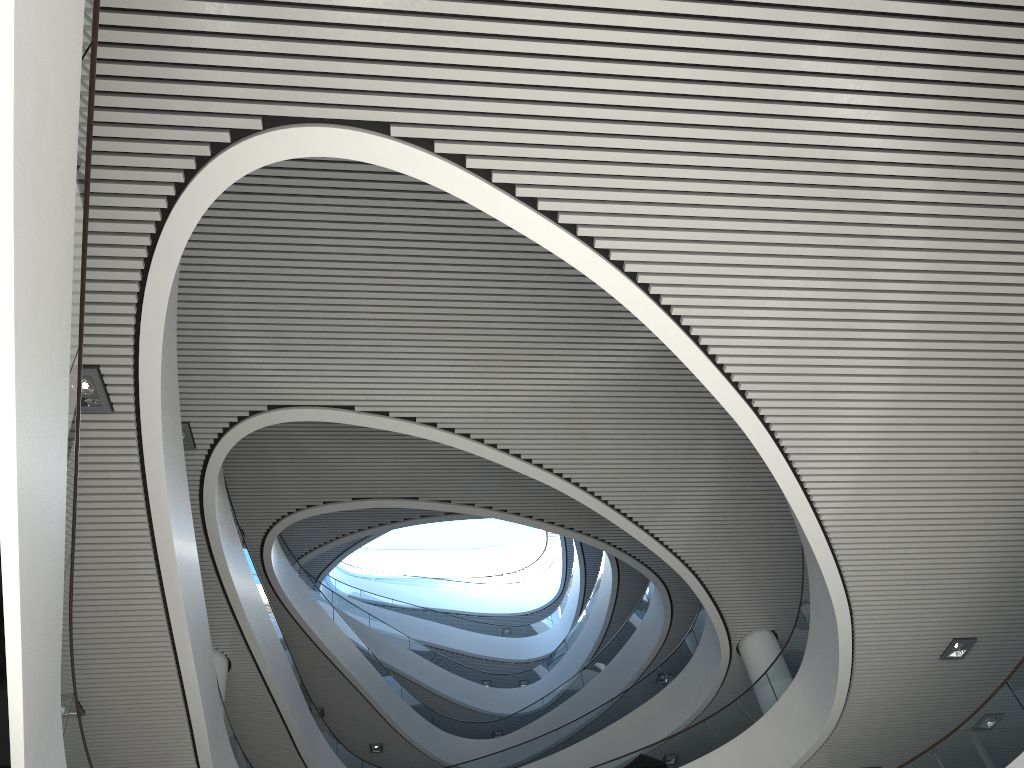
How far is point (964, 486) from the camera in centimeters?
538cm
